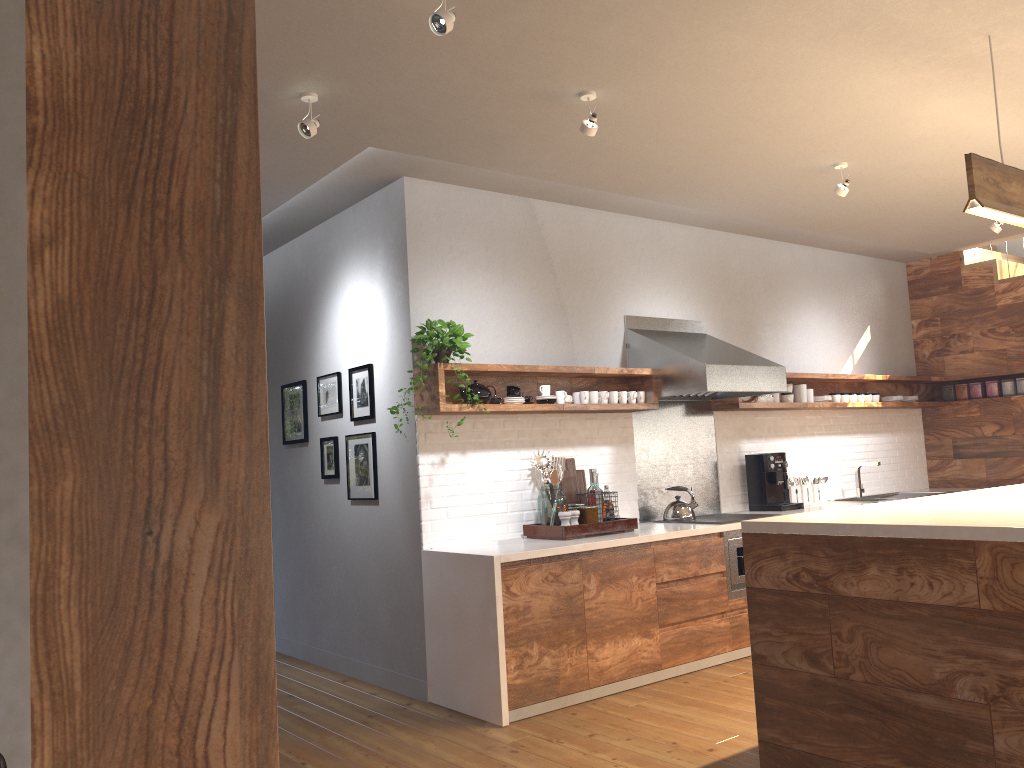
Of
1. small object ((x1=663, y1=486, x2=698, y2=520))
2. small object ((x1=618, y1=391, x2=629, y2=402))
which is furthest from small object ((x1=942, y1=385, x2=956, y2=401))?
small object ((x1=618, y1=391, x2=629, y2=402))

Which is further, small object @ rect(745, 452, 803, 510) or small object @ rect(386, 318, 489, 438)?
small object @ rect(745, 452, 803, 510)

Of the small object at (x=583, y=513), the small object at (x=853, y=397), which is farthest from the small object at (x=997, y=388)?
the small object at (x=583, y=513)

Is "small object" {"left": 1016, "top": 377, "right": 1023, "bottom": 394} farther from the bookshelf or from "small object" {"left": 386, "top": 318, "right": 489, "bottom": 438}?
the bookshelf

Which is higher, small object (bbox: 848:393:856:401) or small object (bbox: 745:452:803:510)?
small object (bbox: 848:393:856:401)

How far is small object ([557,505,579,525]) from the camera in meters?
4.8

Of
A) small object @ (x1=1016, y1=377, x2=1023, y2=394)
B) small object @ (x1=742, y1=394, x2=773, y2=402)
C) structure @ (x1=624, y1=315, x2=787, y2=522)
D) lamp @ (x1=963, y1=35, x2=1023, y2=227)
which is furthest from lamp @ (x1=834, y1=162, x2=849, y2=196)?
small object @ (x1=1016, y1=377, x2=1023, y2=394)

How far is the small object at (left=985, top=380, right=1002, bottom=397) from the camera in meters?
7.4

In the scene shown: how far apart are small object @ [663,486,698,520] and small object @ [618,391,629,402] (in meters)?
0.77

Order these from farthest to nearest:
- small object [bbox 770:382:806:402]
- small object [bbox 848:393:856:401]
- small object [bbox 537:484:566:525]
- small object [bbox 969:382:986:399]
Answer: small object [bbox 969:382:986:399] < small object [bbox 848:393:856:401] < small object [bbox 770:382:806:402] < small object [bbox 537:484:566:525]
